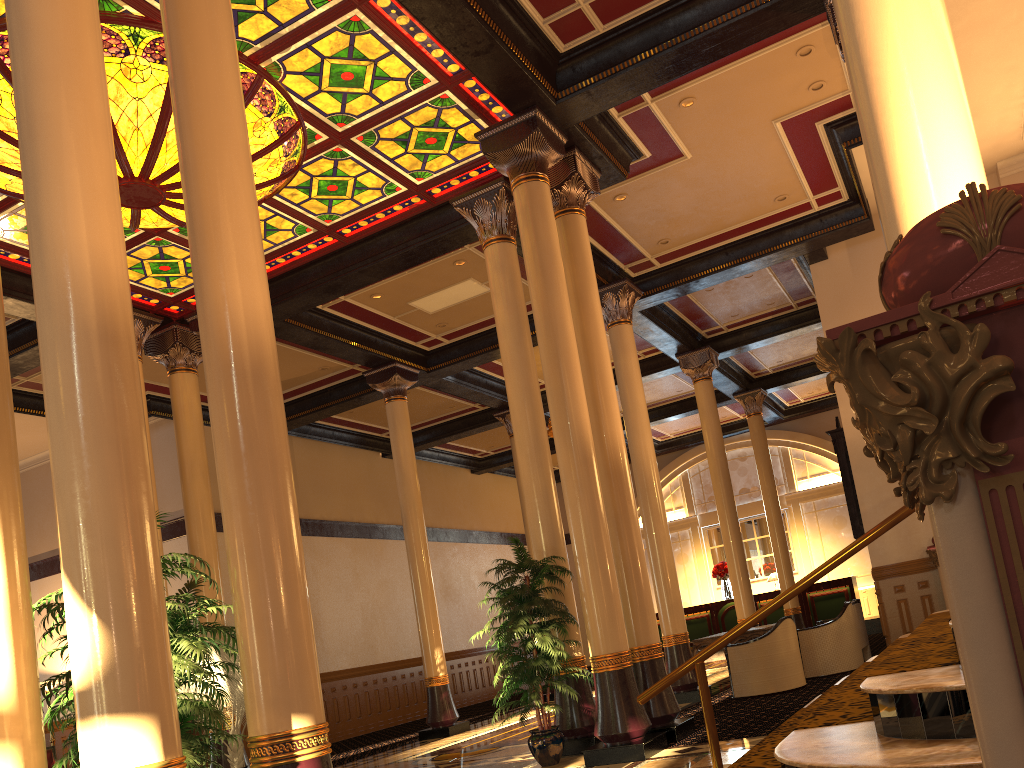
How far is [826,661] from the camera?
11.1 meters

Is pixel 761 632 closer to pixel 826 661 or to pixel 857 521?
pixel 826 661

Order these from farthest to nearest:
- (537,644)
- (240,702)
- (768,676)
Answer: (768,676) < (240,702) < (537,644)

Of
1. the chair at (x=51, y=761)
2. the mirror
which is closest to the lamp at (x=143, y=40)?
the mirror

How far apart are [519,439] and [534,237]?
2.1m

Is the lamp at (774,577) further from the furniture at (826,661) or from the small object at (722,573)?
the furniture at (826,661)

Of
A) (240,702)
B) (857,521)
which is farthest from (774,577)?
(240,702)

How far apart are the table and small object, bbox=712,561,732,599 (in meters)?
9.50

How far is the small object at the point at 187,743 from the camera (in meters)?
4.07

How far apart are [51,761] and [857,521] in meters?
13.2
